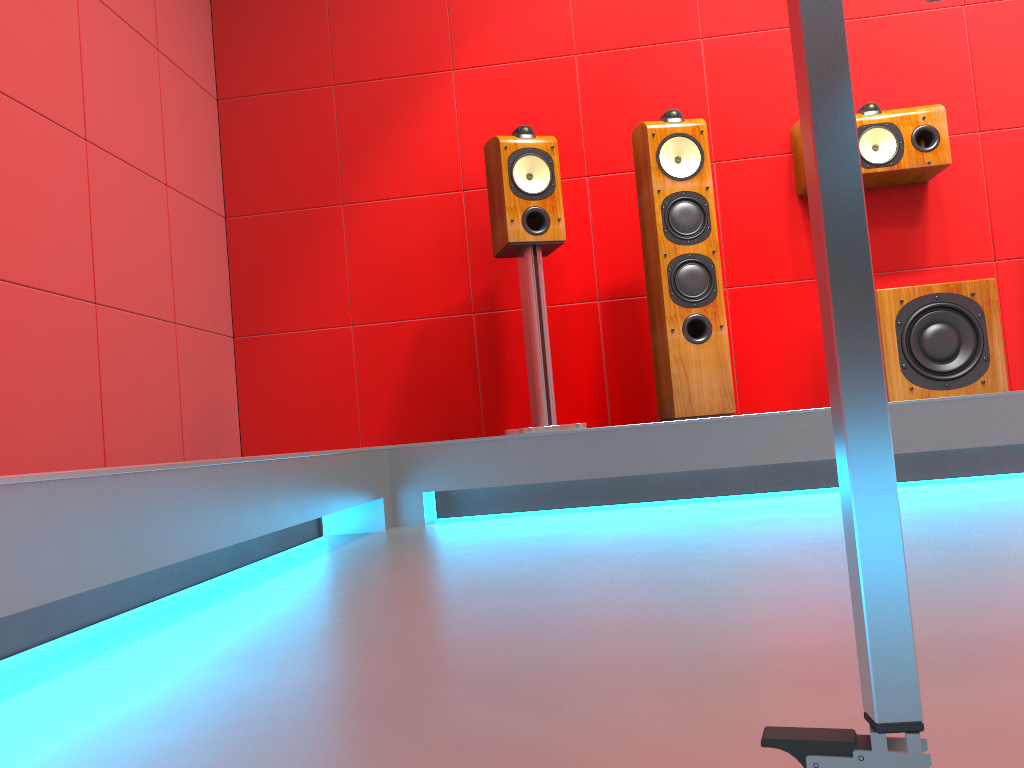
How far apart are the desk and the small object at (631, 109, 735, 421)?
2.40m

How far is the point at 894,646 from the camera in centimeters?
48cm

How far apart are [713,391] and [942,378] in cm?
70

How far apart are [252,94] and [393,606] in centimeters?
292cm

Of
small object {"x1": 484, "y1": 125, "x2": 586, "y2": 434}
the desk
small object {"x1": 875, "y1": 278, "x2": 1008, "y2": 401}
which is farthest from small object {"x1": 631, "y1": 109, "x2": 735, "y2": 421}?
the desk

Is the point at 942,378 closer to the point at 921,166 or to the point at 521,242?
the point at 921,166

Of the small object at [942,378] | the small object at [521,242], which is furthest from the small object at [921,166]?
the small object at [521,242]

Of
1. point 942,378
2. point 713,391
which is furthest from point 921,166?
point 713,391

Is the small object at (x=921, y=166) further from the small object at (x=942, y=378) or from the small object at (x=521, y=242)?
the small object at (x=521, y=242)

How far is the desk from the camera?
0.5 meters
